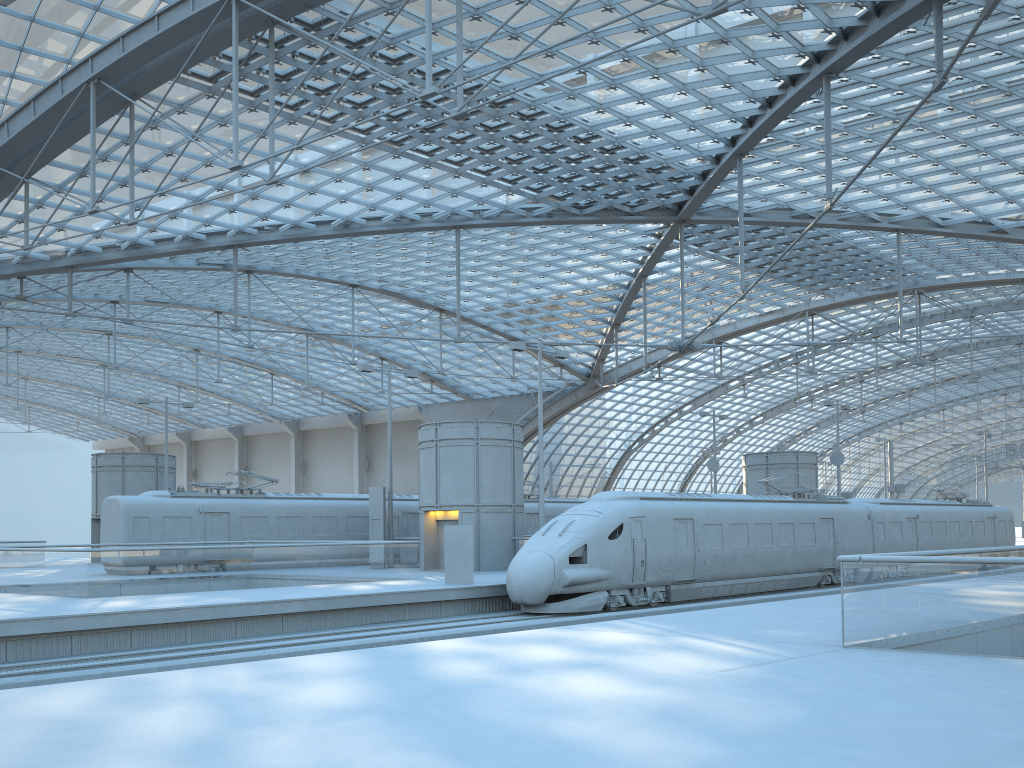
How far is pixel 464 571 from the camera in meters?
24.2

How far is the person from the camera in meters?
24.2 m

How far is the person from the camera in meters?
24.2 m

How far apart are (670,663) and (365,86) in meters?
25.2 m
